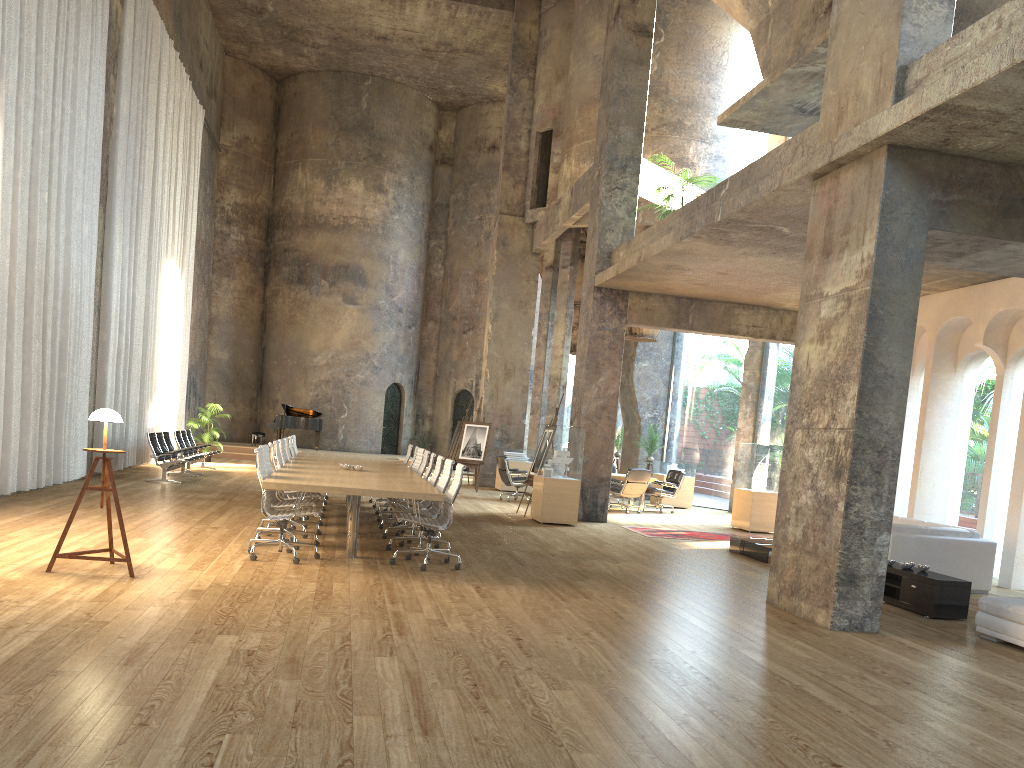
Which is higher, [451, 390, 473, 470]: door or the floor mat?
[451, 390, 473, 470]: door

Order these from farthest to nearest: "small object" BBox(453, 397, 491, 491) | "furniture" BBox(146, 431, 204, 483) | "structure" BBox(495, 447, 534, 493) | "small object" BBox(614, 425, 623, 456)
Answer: "small object" BBox(614, 425, 623, 456) < "structure" BBox(495, 447, 534, 493) < "small object" BBox(453, 397, 491, 491) < "furniture" BBox(146, 431, 204, 483)

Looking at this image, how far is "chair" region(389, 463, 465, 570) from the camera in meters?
8.3 m

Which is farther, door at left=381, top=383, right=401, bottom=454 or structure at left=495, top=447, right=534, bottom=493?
door at left=381, top=383, right=401, bottom=454

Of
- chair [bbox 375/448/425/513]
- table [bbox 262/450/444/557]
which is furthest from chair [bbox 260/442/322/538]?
chair [bbox 375/448/425/513]

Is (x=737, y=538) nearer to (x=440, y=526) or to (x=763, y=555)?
(x=763, y=555)

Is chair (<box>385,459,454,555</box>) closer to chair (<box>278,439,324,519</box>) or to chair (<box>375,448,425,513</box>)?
chair (<box>278,439,324,519</box>)

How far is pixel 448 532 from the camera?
11.4 meters

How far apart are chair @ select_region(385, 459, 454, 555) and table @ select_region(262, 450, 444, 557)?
0.2m

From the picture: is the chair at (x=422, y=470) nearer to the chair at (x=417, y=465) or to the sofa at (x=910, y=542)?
the chair at (x=417, y=465)
